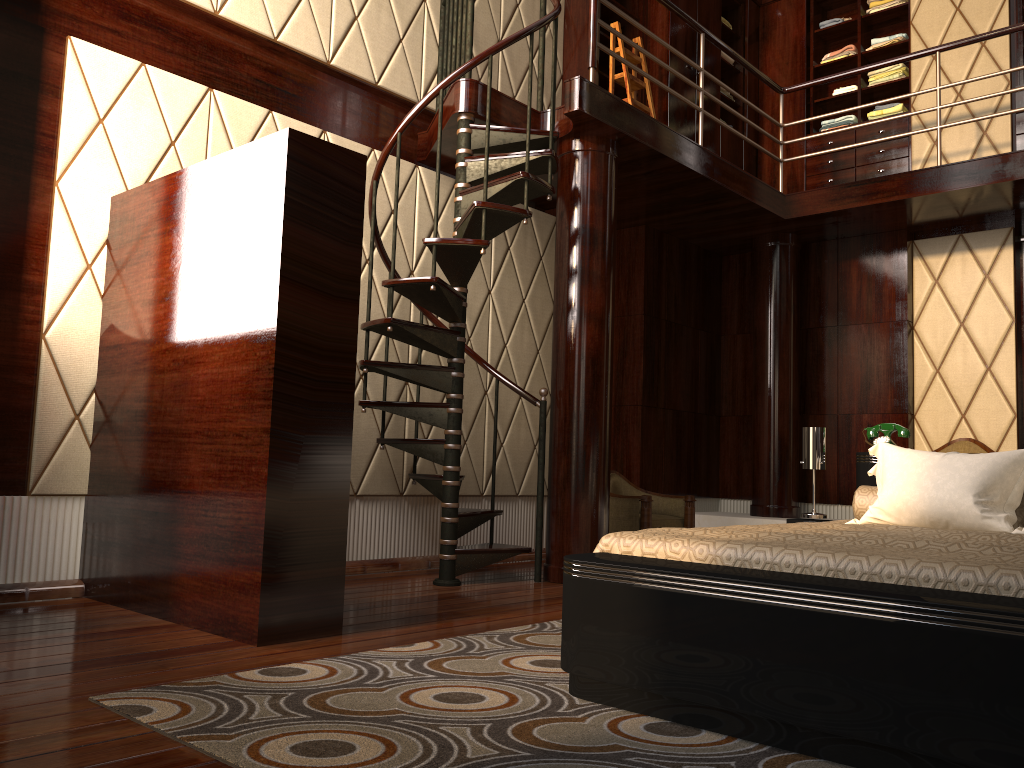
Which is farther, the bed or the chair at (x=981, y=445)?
the chair at (x=981, y=445)

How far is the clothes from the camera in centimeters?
623cm

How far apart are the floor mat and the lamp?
1.3 meters

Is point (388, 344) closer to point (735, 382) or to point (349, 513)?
point (349, 513)

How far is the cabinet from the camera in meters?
5.9

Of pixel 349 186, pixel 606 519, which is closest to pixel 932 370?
pixel 606 519

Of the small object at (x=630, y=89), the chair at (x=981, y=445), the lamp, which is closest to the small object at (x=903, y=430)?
the lamp

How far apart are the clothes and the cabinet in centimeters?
4cm

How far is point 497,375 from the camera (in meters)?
4.51

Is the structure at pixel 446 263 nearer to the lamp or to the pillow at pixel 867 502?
the lamp
